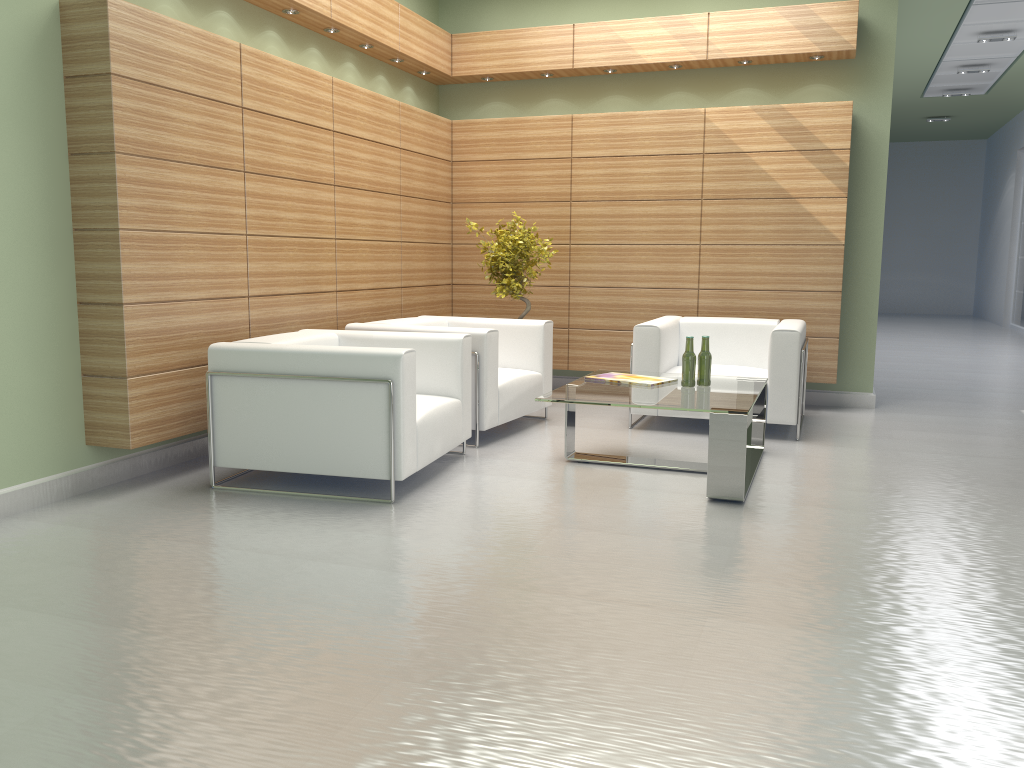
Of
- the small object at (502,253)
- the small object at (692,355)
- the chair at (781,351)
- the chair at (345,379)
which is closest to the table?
the small object at (692,355)

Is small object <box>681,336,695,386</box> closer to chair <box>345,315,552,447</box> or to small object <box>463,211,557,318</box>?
chair <box>345,315,552,447</box>

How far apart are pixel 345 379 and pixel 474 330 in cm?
232

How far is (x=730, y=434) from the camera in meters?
7.1

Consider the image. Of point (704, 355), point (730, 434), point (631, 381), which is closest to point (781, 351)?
point (704, 355)

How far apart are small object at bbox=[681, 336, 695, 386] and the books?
0.27m

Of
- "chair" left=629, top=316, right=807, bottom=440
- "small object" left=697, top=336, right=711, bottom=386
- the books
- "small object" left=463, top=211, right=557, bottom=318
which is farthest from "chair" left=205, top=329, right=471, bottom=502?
"small object" left=463, top=211, right=557, bottom=318

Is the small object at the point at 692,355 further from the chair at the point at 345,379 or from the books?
the chair at the point at 345,379

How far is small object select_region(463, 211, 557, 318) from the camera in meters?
11.2

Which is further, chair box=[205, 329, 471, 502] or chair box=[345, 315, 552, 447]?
chair box=[345, 315, 552, 447]
